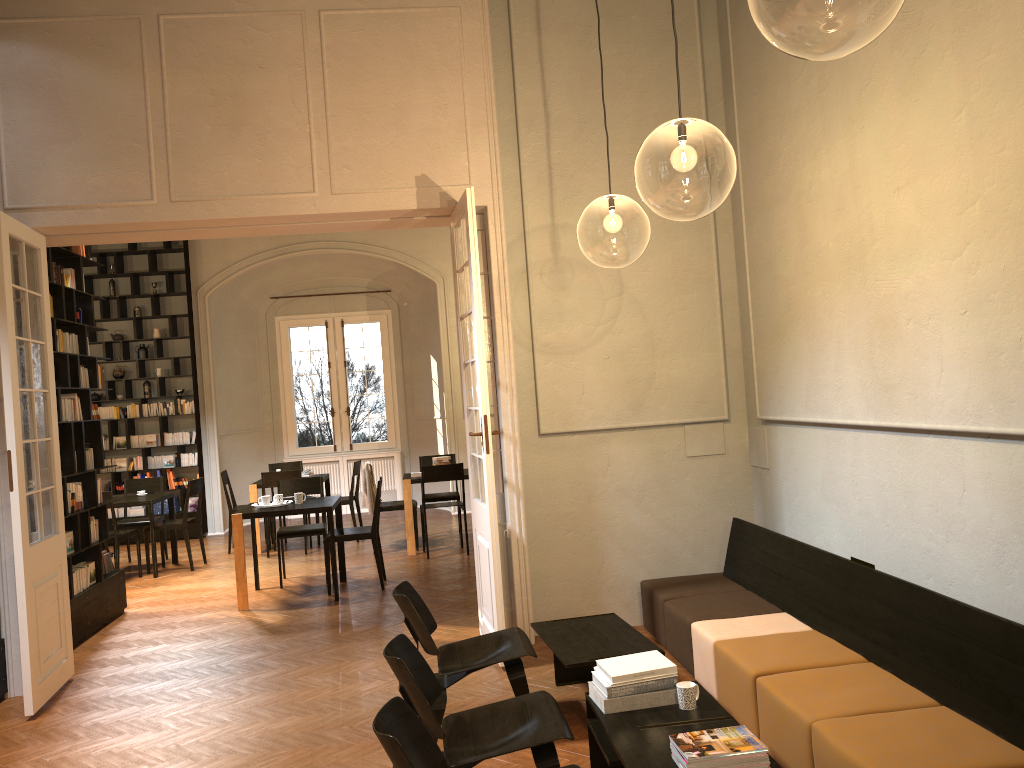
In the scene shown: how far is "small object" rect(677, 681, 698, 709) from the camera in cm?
387

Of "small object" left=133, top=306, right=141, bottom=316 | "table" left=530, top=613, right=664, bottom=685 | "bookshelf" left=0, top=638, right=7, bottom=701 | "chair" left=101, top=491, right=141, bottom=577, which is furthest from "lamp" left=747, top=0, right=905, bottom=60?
"small object" left=133, top=306, right=141, bottom=316

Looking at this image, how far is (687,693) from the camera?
3.9 meters

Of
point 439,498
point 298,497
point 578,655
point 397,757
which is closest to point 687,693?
point 578,655

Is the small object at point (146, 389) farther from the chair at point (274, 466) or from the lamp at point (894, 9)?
the lamp at point (894, 9)

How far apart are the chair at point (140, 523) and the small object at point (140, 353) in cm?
245

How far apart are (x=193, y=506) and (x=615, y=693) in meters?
10.7 m

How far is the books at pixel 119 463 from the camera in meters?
13.1 m

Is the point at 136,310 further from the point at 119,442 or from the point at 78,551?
the point at 78,551

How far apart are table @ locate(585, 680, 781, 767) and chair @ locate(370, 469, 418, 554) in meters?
6.8
